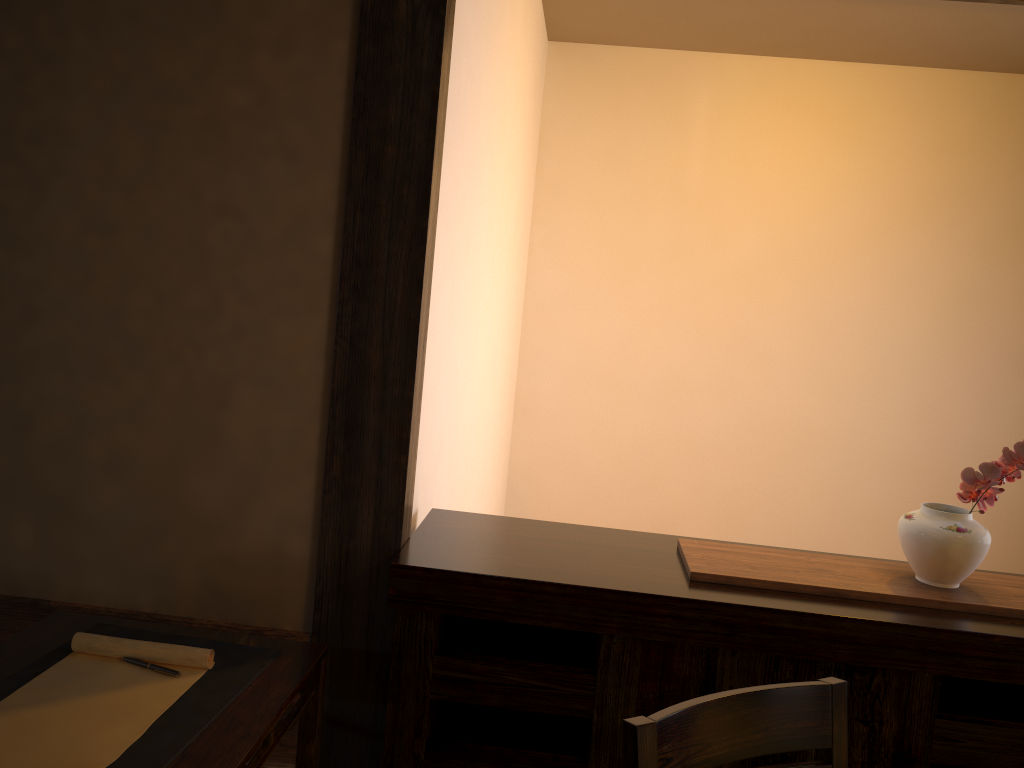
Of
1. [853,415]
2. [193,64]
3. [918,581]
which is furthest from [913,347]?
[193,64]

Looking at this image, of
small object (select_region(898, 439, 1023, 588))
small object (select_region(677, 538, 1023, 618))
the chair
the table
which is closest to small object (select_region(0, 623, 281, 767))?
the table

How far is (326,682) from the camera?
2.0m

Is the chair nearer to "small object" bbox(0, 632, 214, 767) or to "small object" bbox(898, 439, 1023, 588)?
"small object" bbox(898, 439, 1023, 588)

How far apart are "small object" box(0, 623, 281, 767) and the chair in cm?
71

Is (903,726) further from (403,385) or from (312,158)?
(312,158)

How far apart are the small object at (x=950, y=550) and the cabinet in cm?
12

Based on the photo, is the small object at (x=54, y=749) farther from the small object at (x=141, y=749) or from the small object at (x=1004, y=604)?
the small object at (x=1004, y=604)

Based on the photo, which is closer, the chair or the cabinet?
the chair

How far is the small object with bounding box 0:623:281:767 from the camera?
1.4m
